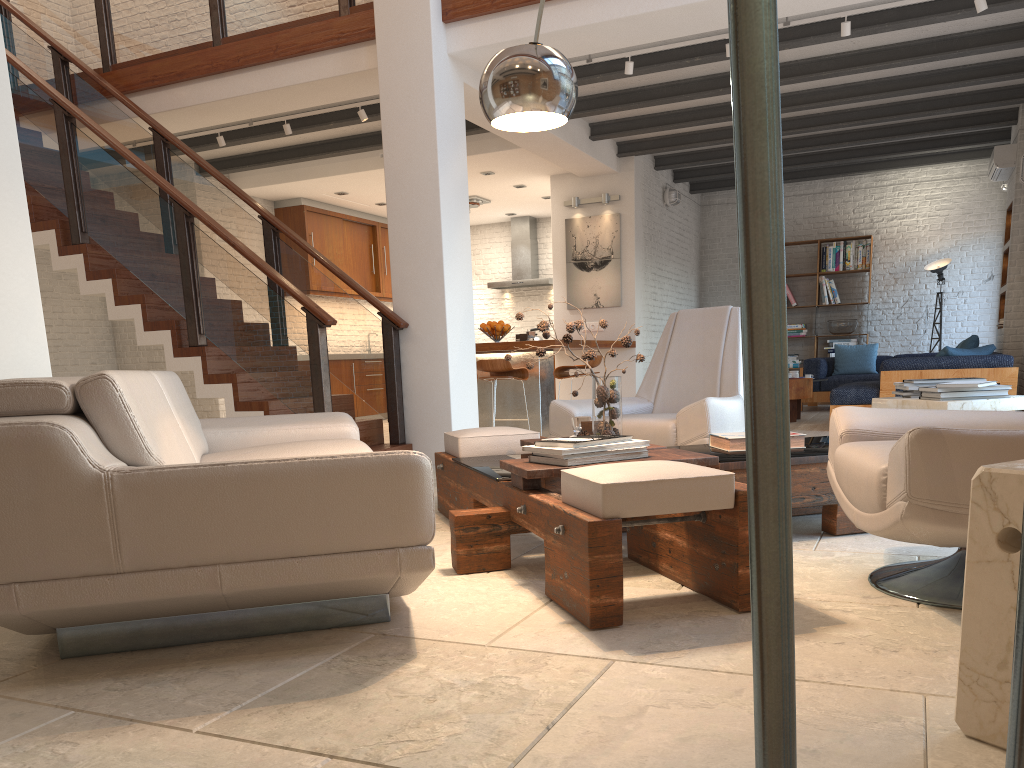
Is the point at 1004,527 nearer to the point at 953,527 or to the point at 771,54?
the point at 953,527

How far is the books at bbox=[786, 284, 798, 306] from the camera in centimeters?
1236cm

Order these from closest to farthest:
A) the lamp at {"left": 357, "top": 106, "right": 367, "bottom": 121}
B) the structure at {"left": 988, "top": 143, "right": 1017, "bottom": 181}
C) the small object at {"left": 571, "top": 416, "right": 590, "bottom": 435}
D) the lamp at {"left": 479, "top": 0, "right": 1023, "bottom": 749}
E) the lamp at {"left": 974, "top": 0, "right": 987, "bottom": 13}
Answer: the lamp at {"left": 479, "top": 0, "right": 1023, "bottom": 749} < the small object at {"left": 571, "top": 416, "right": 590, "bottom": 435} < the lamp at {"left": 974, "top": 0, "right": 987, "bottom": 13} < the lamp at {"left": 357, "top": 106, "right": 367, "bottom": 121} < the structure at {"left": 988, "top": 143, "right": 1017, "bottom": 181}

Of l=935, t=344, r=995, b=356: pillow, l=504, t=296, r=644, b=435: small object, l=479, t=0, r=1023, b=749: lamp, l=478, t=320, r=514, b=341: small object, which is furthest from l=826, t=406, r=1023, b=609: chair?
l=478, t=320, r=514, b=341: small object

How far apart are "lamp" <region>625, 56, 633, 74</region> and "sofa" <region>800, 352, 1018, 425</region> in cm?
346

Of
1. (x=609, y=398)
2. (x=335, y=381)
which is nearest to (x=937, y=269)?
(x=335, y=381)

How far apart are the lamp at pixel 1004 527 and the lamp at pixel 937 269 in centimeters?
983cm

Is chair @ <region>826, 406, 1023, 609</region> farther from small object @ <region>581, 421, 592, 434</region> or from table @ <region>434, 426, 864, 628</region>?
small object @ <region>581, 421, 592, 434</region>

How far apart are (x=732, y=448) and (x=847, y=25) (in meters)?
3.96

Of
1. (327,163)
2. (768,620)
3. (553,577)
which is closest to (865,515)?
(553,577)
